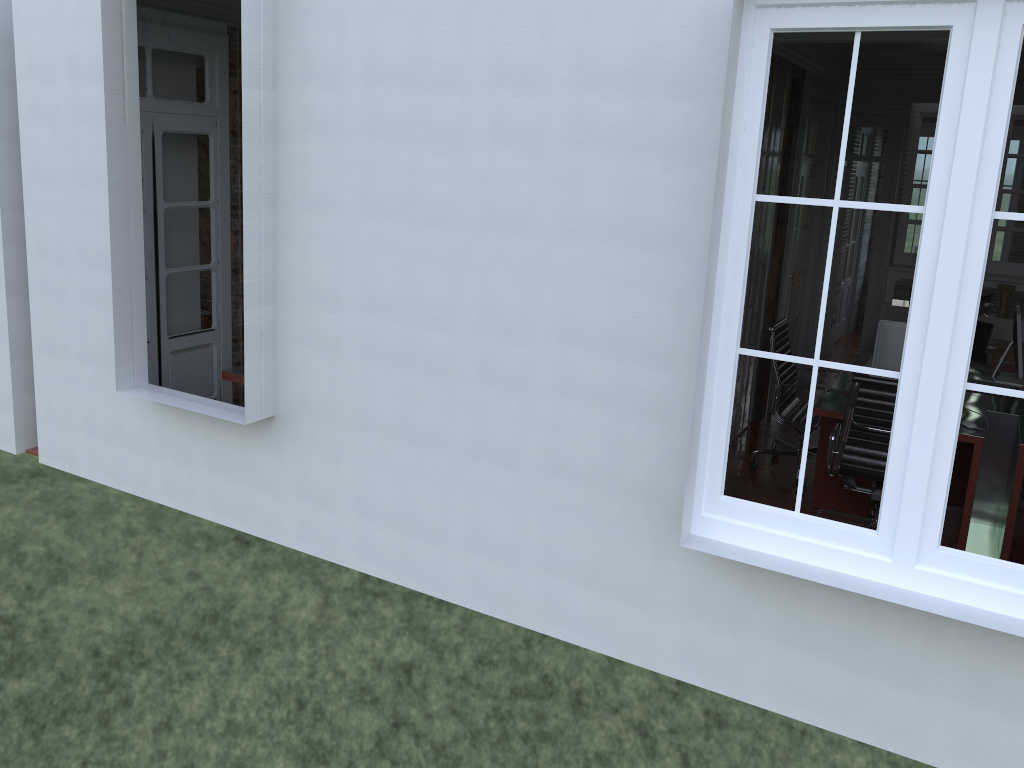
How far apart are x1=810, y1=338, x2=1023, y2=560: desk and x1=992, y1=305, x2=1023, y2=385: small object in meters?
0.1 m

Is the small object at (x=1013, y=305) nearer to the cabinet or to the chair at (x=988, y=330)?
the chair at (x=988, y=330)

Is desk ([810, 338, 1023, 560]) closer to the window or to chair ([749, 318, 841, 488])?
chair ([749, 318, 841, 488])

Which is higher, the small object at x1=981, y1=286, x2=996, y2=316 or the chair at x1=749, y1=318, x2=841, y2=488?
the small object at x1=981, y1=286, x2=996, y2=316

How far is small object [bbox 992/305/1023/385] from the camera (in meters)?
5.61

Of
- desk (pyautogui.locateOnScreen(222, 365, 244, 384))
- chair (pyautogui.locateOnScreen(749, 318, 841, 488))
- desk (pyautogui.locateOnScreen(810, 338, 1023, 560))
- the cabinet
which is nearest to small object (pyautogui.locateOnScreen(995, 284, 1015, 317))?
desk (pyautogui.locateOnScreen(810, 338, 1023, 560))

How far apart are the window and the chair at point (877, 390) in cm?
166

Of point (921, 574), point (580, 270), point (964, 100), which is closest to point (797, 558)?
point (921, 574)

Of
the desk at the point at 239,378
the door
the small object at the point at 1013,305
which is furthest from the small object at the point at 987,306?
A: the door

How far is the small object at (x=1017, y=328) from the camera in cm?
561
